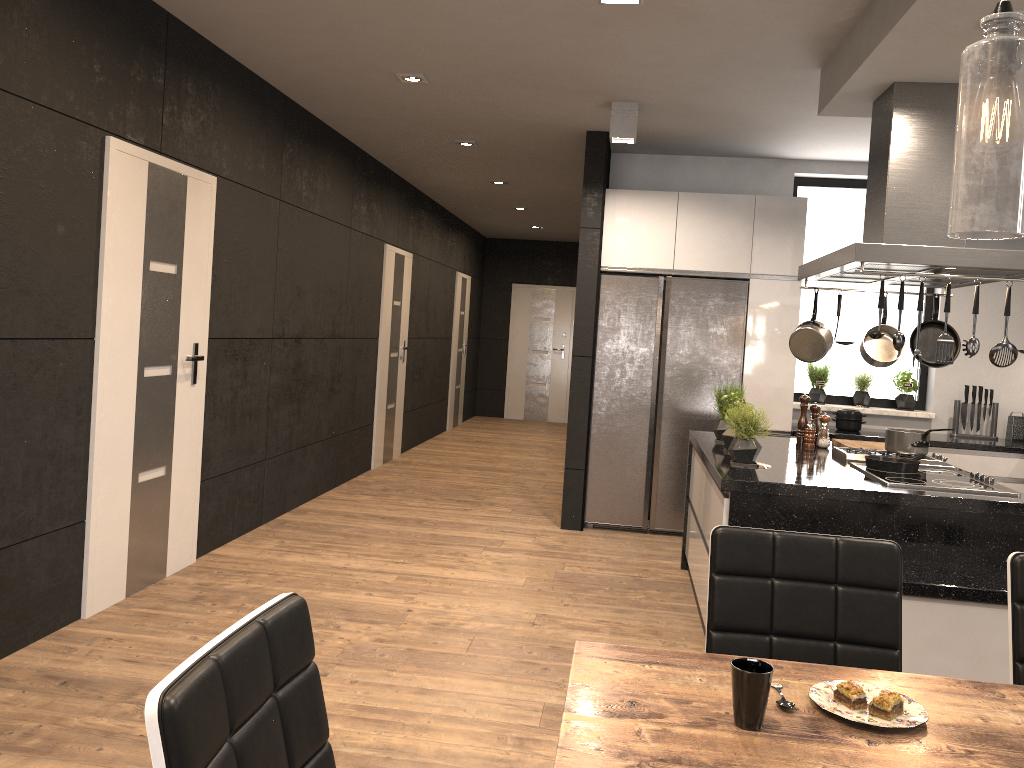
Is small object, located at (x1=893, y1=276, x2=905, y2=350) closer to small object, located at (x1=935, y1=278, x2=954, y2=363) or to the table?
small object, located at (x1=935, y1=278, x2=954, y2=363)

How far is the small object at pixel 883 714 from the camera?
1.4 meters

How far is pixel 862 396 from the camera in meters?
6.5 m

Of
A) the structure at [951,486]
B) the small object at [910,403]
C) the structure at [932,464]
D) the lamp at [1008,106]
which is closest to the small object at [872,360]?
the structure at [932,464]

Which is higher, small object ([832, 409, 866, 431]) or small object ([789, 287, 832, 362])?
small object ([789, 287, 832, 362])

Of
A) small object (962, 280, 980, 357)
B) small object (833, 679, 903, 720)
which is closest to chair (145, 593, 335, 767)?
small object (833, 679, 903, 720)

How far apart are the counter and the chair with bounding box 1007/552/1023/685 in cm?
407

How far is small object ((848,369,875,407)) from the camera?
6.51m

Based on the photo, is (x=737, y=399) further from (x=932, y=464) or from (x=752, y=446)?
(x=932, y=464)

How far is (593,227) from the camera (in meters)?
6.01
